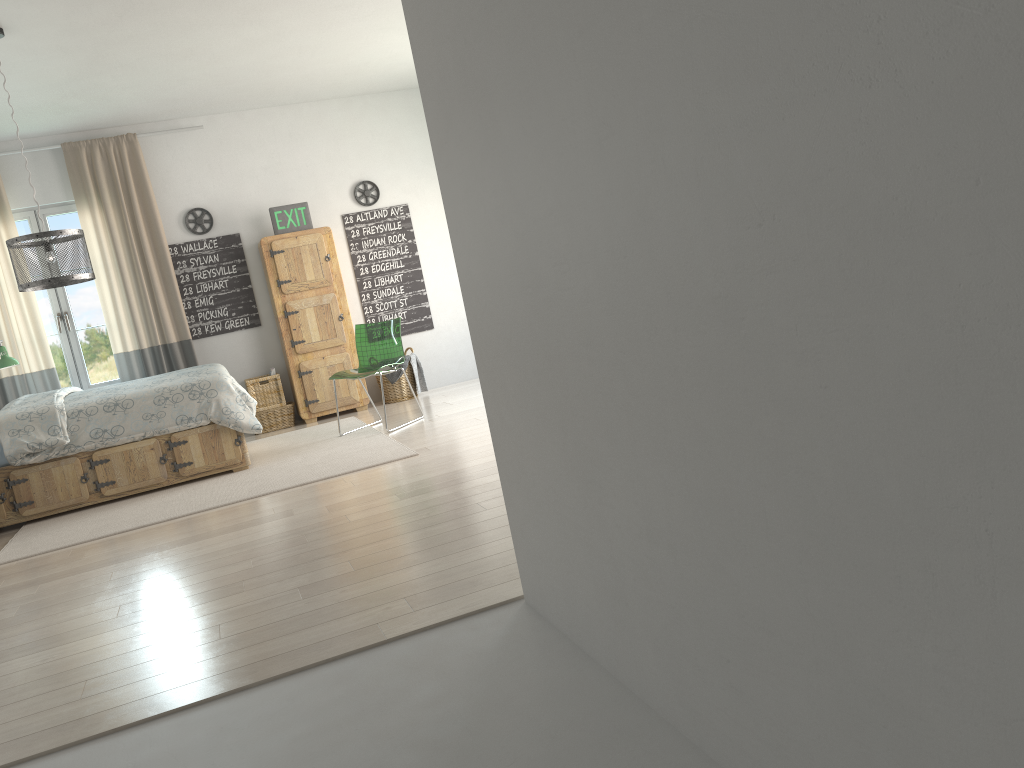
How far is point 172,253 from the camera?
7.30m

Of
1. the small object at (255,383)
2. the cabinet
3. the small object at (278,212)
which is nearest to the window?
the small object at (255,383)

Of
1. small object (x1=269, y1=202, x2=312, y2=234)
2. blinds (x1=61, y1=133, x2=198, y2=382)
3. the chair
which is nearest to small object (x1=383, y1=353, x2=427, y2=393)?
the chair

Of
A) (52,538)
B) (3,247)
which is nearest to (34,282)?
(52,538)

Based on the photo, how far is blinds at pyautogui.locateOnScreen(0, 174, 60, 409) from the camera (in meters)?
6.80

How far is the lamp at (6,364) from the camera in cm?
634

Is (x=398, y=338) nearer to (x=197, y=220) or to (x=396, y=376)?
(x=396, y=376)

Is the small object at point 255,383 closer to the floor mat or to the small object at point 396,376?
the floor mat

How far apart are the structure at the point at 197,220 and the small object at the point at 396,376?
2.01m

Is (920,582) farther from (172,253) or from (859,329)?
(172,253)
